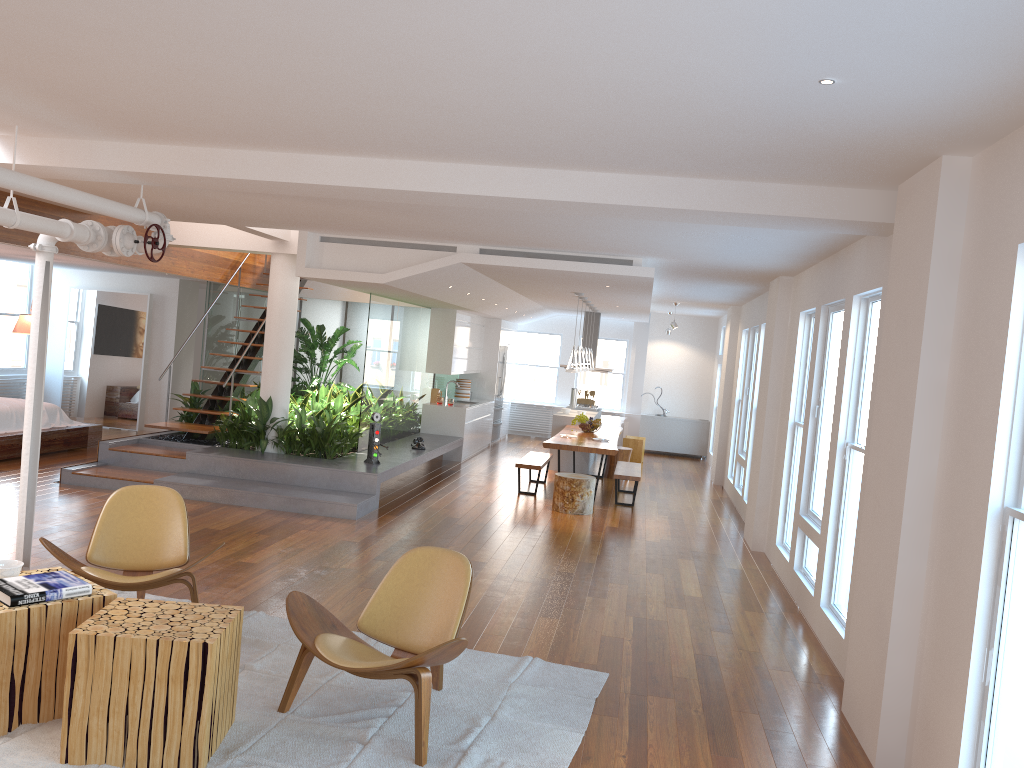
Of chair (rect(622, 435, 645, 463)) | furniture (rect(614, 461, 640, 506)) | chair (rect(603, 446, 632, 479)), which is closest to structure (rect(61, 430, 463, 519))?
chair (rect(603, 446, 632, 479))

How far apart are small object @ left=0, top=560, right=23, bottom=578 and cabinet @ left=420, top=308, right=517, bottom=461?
9.40m

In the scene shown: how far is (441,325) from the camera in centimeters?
1330cm

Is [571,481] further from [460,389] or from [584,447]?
[460,389]

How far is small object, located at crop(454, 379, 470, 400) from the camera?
15.0m

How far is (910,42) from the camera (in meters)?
2.68

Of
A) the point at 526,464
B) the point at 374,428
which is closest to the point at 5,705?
the point at 374,428

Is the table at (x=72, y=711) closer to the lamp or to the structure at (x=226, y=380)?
the structure at (x=226, y=380)

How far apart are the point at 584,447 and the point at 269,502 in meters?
3.7

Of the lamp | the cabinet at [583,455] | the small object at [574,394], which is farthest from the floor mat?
the small object at [574,394]
